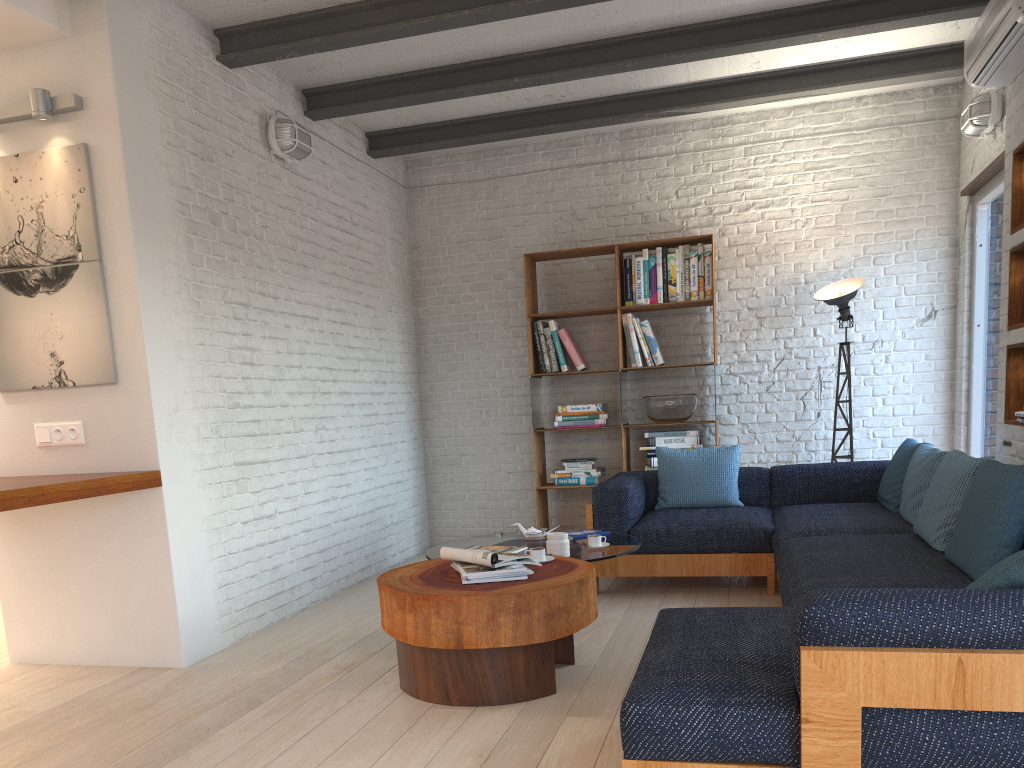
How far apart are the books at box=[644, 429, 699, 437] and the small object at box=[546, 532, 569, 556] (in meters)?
2.51

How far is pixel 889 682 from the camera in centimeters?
185cm

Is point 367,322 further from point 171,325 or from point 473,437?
point 171,325

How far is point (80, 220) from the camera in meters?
3.9 m

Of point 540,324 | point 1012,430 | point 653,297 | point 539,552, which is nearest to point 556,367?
point 540,324

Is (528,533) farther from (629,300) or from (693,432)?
(629,300)

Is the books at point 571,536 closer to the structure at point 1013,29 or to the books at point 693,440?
the books at point 693,440

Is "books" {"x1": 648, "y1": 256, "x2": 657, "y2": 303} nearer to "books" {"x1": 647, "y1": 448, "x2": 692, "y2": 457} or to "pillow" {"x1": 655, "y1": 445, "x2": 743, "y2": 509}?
"books" {"x1": 647, "y1": 448, "x2": 692, "y2": 457}

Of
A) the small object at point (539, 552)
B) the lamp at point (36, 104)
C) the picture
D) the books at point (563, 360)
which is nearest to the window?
the books at point (563, 360)

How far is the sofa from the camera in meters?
1.8
